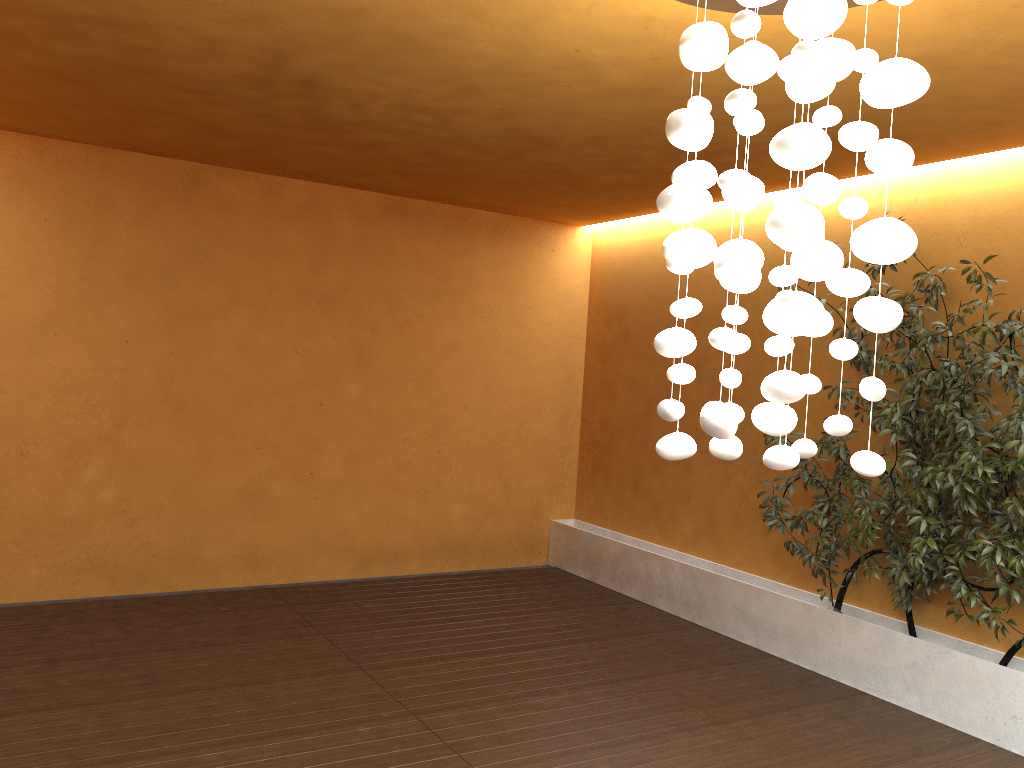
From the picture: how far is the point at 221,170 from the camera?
6.2 meters

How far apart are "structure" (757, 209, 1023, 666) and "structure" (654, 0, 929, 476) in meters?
2.1 m

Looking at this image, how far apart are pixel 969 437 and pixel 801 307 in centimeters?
268cm

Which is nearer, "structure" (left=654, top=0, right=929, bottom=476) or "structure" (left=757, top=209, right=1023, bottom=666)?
"structure" (left=654, top=0, right=929, bottom=476)

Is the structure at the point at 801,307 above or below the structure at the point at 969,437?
above

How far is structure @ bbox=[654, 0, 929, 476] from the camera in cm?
212

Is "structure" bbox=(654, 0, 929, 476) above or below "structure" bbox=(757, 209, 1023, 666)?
above

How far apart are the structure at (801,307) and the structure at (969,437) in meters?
2.1

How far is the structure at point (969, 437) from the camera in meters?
4.3

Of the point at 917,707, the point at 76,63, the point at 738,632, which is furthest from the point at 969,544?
the point at 76,63
